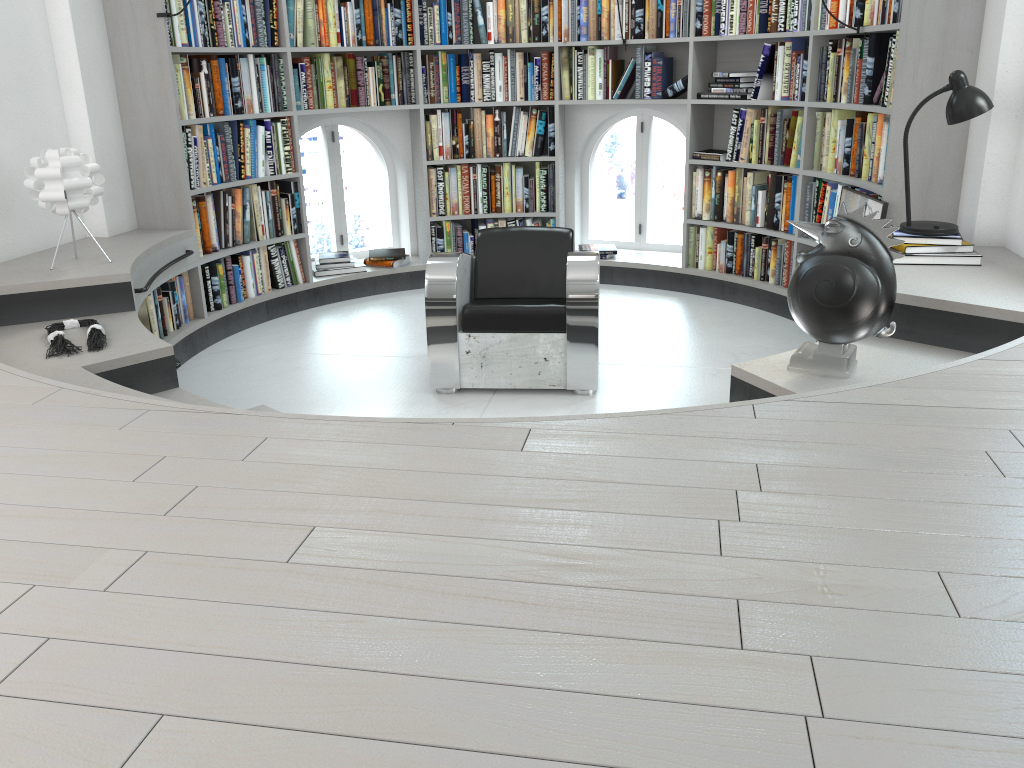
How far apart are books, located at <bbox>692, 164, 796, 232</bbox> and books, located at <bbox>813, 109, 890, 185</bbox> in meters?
0.2 m

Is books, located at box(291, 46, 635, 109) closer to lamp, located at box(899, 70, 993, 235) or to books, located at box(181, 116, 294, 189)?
books, located at box(181, 116, 294, 189)

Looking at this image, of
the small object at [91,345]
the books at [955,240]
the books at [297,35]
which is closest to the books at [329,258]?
the books at [297,35]

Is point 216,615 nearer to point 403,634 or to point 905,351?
point 403,634

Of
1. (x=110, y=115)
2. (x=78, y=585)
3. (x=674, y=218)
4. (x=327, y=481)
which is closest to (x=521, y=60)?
(x=110, y=115)

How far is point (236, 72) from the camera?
5.2 meters

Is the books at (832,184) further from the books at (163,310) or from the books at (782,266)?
the books at (163,310)

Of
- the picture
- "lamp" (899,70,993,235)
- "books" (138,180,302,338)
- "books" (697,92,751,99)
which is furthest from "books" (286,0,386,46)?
"lamp" (899,70,993,235)

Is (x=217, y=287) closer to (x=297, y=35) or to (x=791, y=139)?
(x=297, y=35)

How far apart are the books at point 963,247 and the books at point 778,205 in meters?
1.7 m
